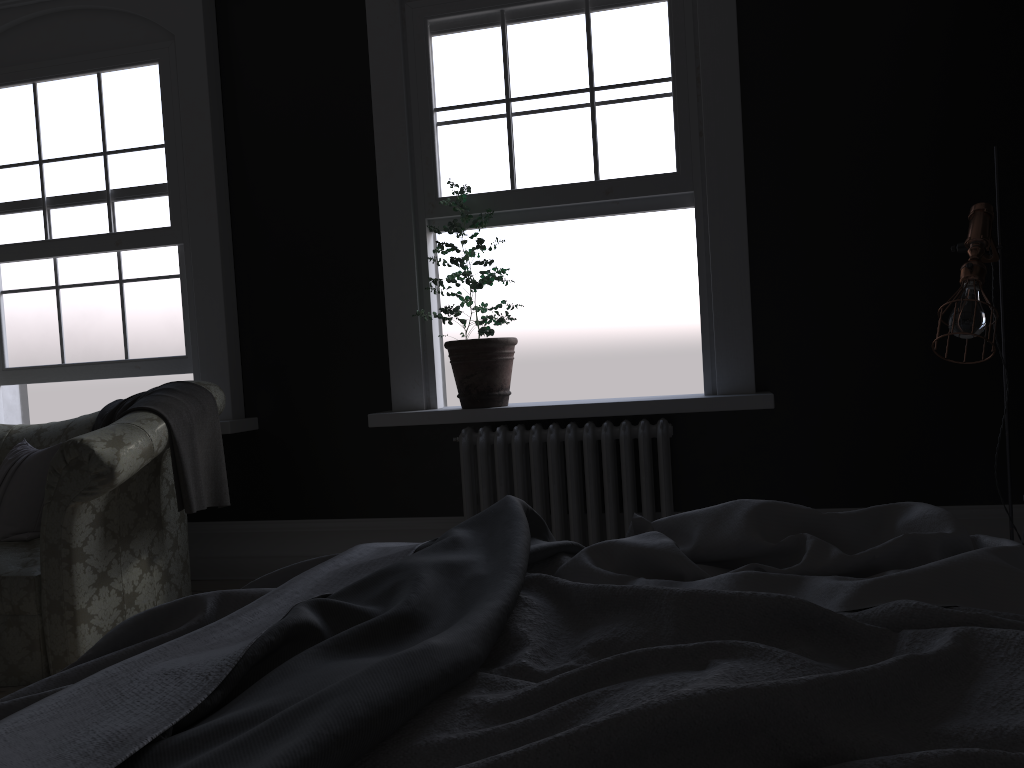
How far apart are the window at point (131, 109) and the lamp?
4.0 meters

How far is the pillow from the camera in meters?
4.0 m

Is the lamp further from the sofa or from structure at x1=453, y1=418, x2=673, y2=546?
the sofa

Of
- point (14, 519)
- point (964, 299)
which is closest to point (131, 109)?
point (14, 519)

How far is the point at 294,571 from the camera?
2.0 meters

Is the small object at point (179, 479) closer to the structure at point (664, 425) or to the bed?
the structure at point (664, 425)

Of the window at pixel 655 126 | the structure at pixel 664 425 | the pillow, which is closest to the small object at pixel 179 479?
the pillow

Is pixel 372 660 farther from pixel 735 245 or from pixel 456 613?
pixel 735 245

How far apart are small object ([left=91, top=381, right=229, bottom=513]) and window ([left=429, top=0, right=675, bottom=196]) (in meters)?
1.59

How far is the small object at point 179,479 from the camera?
3.62m
